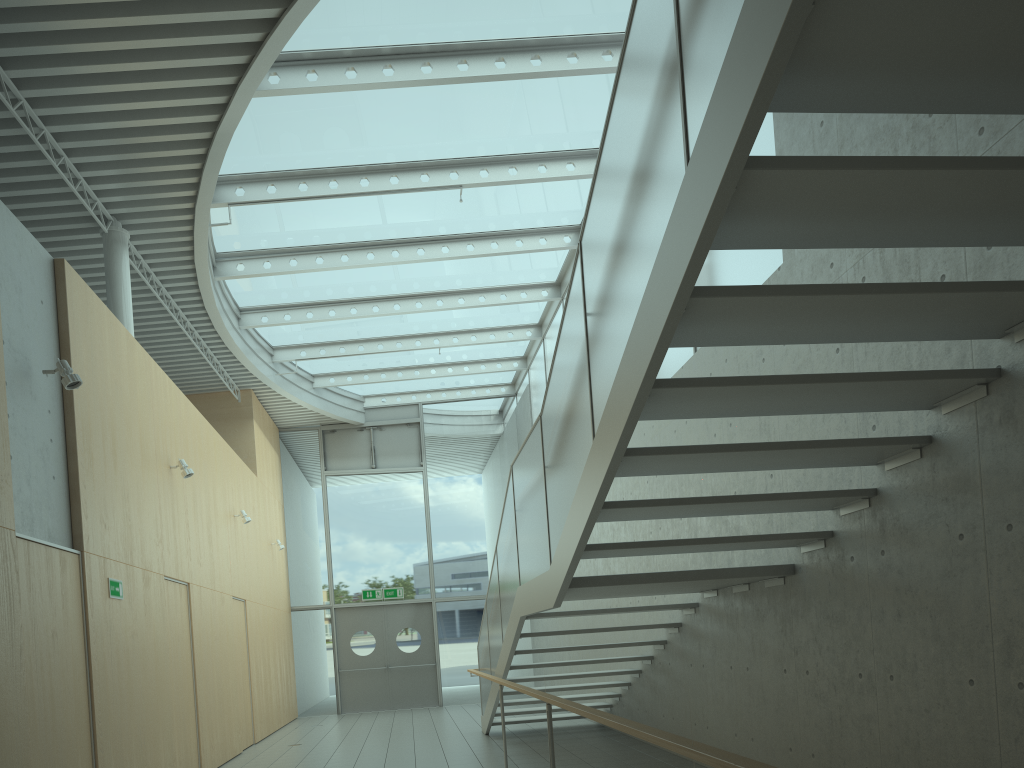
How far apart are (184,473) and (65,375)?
2.97m

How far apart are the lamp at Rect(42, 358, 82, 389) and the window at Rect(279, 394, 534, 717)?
11.2m

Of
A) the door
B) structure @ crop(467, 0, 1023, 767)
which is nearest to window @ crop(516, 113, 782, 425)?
structure @ crop(467, 0, 1023, 767)

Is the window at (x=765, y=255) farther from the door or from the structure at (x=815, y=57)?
the door

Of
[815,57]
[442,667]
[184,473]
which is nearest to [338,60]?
[184,473]

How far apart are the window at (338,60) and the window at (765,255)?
0.2 meters

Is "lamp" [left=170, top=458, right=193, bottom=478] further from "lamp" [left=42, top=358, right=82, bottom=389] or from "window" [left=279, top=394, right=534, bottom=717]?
"window" [left=279, top=394, right=534, bottom=717]

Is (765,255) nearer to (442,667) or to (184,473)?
(184,473)

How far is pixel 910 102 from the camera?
2.6m

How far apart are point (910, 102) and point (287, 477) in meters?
15.5
